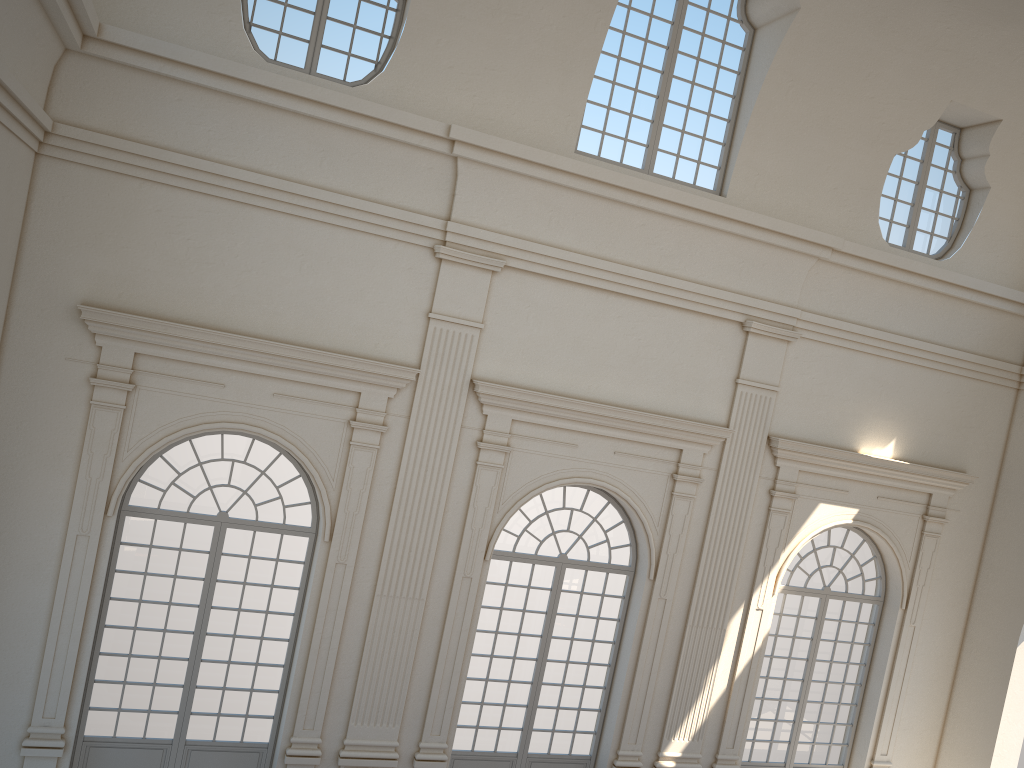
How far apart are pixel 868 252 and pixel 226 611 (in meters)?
9.36
